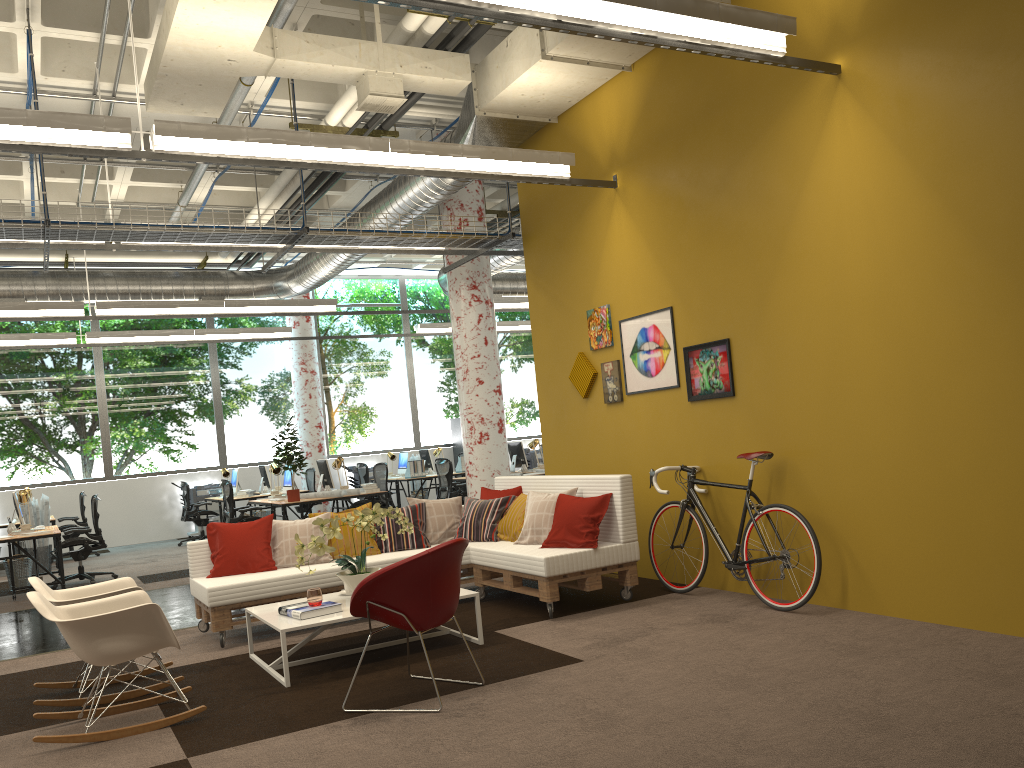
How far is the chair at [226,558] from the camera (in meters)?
6.65

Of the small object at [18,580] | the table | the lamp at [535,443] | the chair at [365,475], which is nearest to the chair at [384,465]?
the lamp at [535,443]

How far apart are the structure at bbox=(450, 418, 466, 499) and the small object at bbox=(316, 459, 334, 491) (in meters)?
6.66

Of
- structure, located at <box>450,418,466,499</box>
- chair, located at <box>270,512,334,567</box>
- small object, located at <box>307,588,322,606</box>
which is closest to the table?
small object, located at <box>307,588,322,606</box>

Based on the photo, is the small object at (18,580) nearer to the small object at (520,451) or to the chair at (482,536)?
the chair at (482,536)

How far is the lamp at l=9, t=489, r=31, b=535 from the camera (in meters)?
10.09

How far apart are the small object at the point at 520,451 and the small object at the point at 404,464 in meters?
3.3

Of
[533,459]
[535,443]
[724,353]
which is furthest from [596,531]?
[533,459]

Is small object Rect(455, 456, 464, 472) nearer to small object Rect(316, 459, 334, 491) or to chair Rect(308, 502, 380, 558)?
small object Rect(316, 459, 334, 491)

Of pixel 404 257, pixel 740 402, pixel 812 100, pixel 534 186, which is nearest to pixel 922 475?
pixel 740 402
